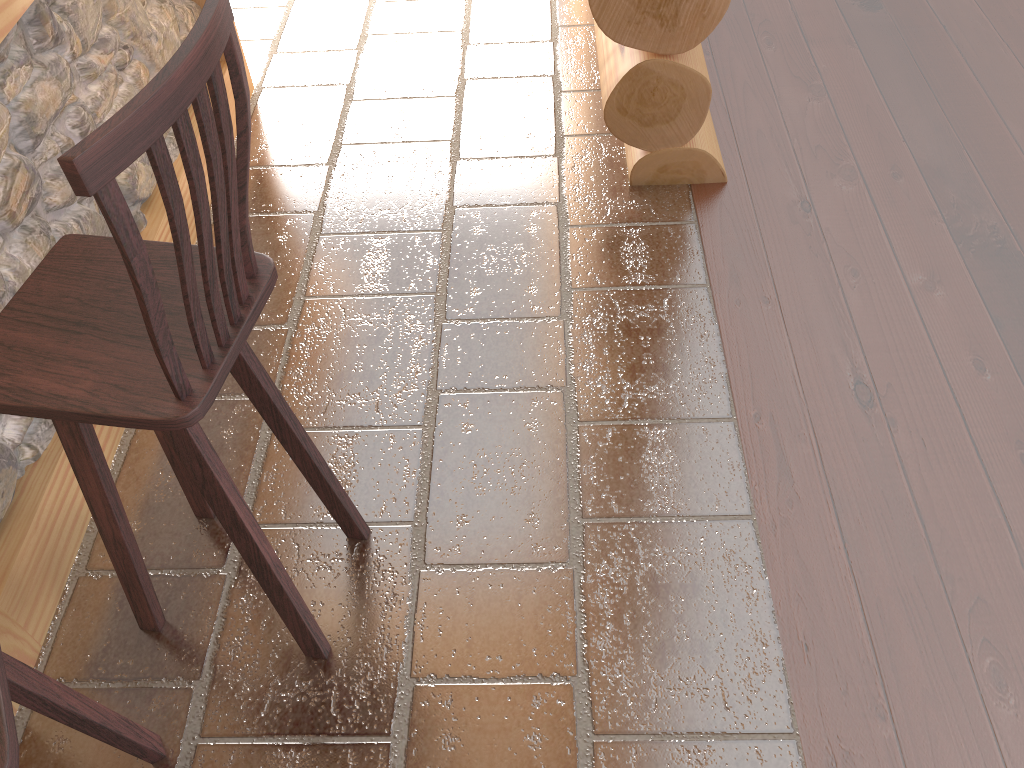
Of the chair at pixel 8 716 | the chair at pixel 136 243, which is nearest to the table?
the chair at pixel 136 243

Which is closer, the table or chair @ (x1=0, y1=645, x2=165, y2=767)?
chair @ (x1=0, y1=645, x2=165, y2=767)

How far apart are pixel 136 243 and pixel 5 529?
1.2 meters

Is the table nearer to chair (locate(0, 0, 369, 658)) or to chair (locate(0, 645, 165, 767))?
chair (locate(0, 0, 369, 658))

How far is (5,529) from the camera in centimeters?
197cm

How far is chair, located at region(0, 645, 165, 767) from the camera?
1.0 meters

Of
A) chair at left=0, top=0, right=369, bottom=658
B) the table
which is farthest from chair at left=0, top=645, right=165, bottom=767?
the table

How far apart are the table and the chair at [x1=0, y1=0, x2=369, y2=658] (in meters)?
0.23

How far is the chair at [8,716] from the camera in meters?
1.0 m
